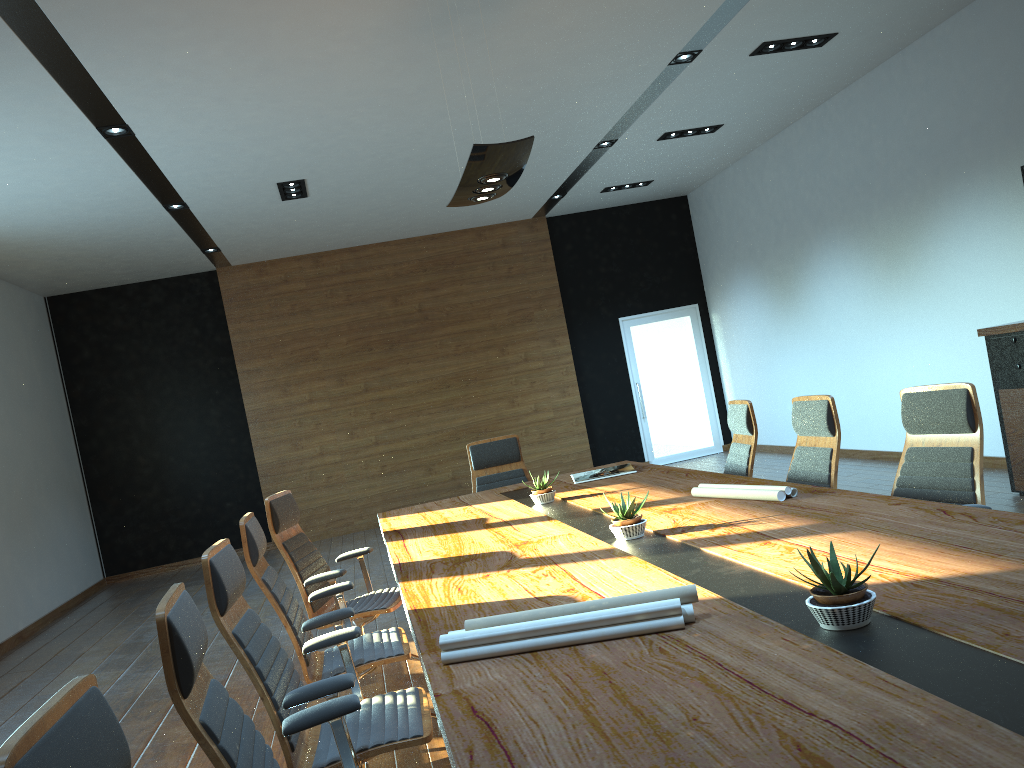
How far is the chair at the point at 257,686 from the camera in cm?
268

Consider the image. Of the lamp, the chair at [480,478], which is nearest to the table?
the chair at [480,478]

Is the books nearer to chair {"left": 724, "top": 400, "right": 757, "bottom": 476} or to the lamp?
chair {"left": 724, "top": 400, "right": 757, "bottom": 476}

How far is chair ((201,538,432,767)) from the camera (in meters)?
2.68

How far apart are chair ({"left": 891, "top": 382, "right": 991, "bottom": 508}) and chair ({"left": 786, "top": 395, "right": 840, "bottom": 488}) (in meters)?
0.39

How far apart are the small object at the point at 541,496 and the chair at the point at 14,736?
3.5 meters

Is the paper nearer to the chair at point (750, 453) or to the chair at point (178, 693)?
the chair at point (178, 693)

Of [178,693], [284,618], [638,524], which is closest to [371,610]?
[284,618]

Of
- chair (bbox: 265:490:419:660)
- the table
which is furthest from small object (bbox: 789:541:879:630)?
chair (bbox: 265:490:419:660)

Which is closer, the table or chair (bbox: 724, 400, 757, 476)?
the table
